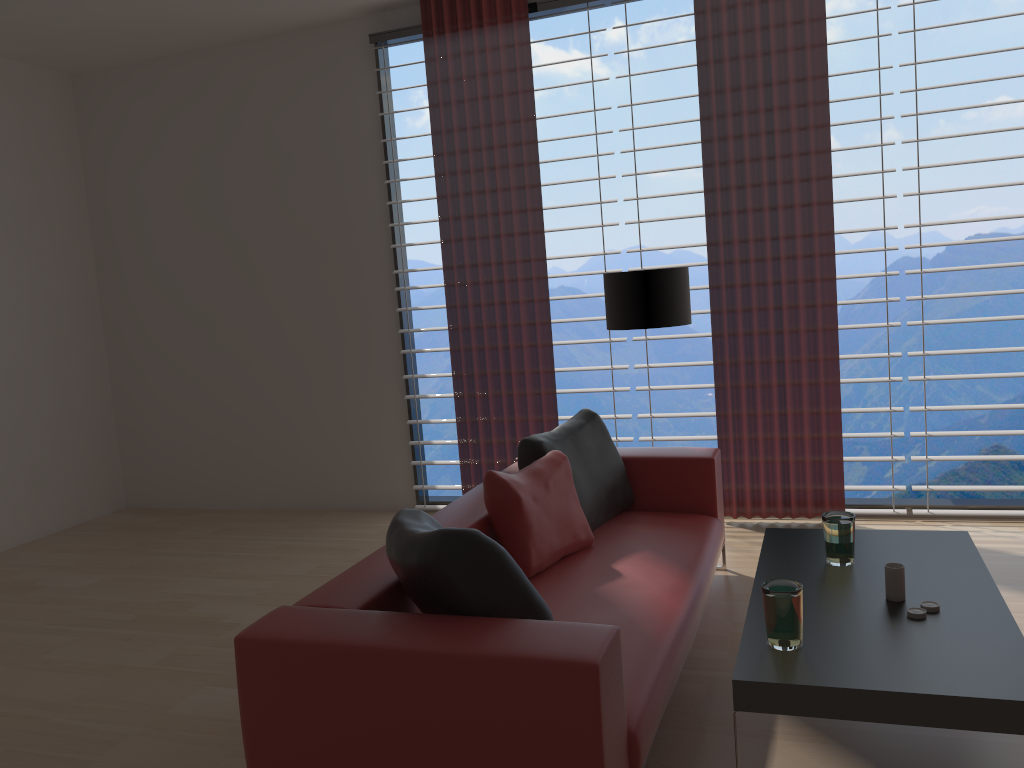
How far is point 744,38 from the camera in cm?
622

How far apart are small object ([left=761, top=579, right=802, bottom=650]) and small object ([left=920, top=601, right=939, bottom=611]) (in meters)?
0.57

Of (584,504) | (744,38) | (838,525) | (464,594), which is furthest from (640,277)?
(464,594)

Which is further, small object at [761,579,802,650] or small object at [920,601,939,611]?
small object at [920,601,939,611]

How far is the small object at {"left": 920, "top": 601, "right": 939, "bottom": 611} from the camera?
3.2 meters

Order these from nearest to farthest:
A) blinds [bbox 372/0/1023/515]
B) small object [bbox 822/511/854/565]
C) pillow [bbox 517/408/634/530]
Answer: small object [bbox 822/511/854/565]
pillow [bbox 517/408/634/530]
blinds [bbox 372/0/1023/515]

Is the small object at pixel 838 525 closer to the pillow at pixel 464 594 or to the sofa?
the sofa

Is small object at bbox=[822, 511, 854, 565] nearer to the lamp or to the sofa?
the sofa

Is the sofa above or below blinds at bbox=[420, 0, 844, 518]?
below

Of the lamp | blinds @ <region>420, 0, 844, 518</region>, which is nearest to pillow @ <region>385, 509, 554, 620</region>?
the lamp
